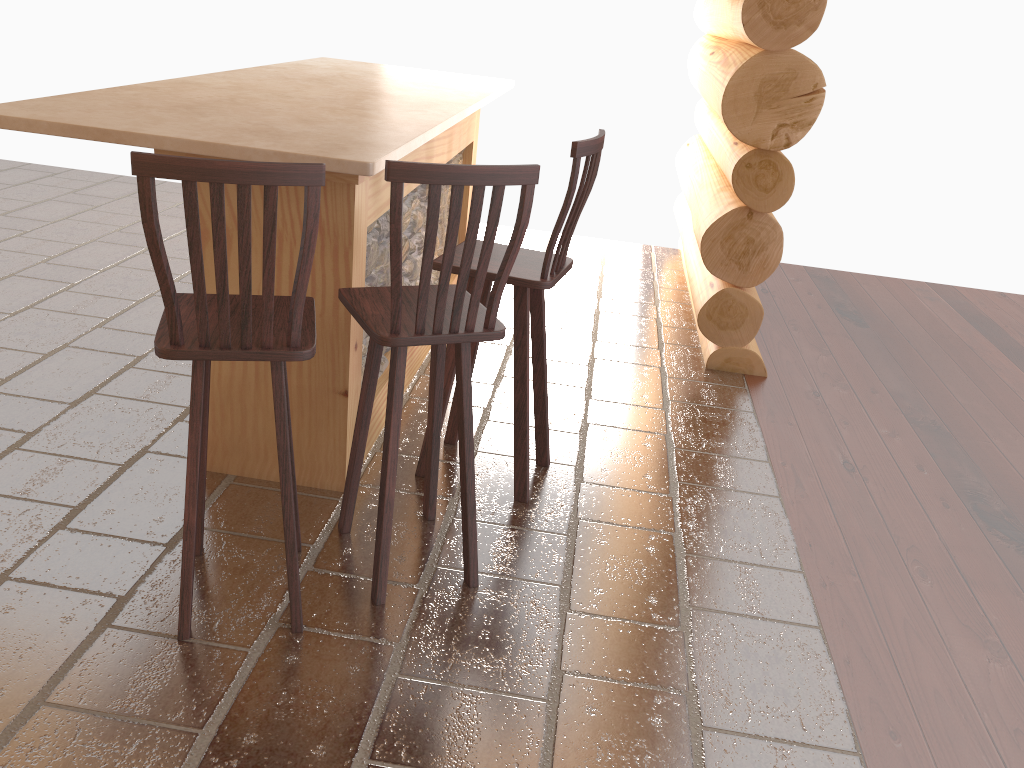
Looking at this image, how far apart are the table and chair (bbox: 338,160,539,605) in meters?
0.3 m

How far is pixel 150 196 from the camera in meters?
1.9

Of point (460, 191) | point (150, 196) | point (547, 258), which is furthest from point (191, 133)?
point (547, 258)

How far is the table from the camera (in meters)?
2.52

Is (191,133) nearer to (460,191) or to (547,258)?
(460,191)

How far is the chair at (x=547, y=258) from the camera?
2.9 meters

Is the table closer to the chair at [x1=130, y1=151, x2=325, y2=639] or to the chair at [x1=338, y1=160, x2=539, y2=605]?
the chair at [x1=338, y1=160, x2=539, y2=605]

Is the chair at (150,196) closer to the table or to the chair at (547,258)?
the table

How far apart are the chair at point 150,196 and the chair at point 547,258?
0.6m

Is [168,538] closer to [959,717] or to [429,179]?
[429,179]
